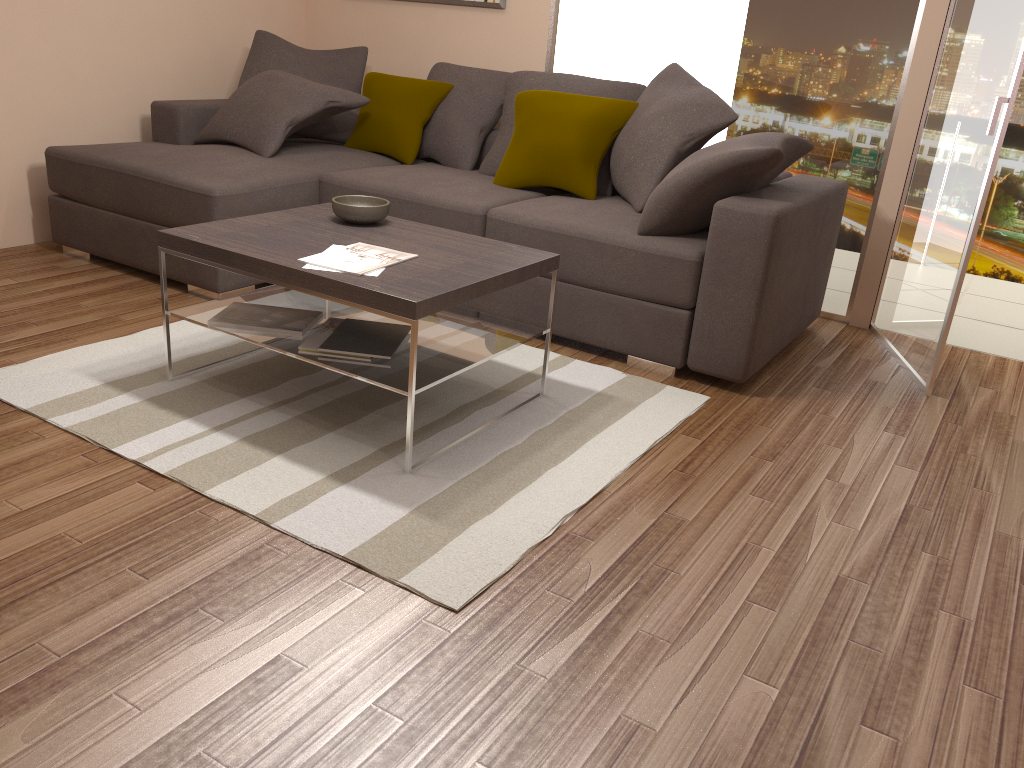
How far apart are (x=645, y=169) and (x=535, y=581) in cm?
235

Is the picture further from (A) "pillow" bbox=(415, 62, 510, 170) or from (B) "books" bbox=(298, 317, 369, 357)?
(B) "books" bbox=(298, 317, 369, 357)

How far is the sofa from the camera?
3.5m

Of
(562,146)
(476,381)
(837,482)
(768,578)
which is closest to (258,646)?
(768,578)

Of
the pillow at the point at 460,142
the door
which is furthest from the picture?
the door

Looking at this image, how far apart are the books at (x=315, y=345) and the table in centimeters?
3cm

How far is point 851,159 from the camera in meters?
4.5 m

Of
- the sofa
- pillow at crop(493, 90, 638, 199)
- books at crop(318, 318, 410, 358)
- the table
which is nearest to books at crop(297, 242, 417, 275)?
the table

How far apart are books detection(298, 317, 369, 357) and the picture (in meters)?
2.90

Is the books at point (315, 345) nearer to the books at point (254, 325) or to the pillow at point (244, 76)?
the books at point (254, 325)
